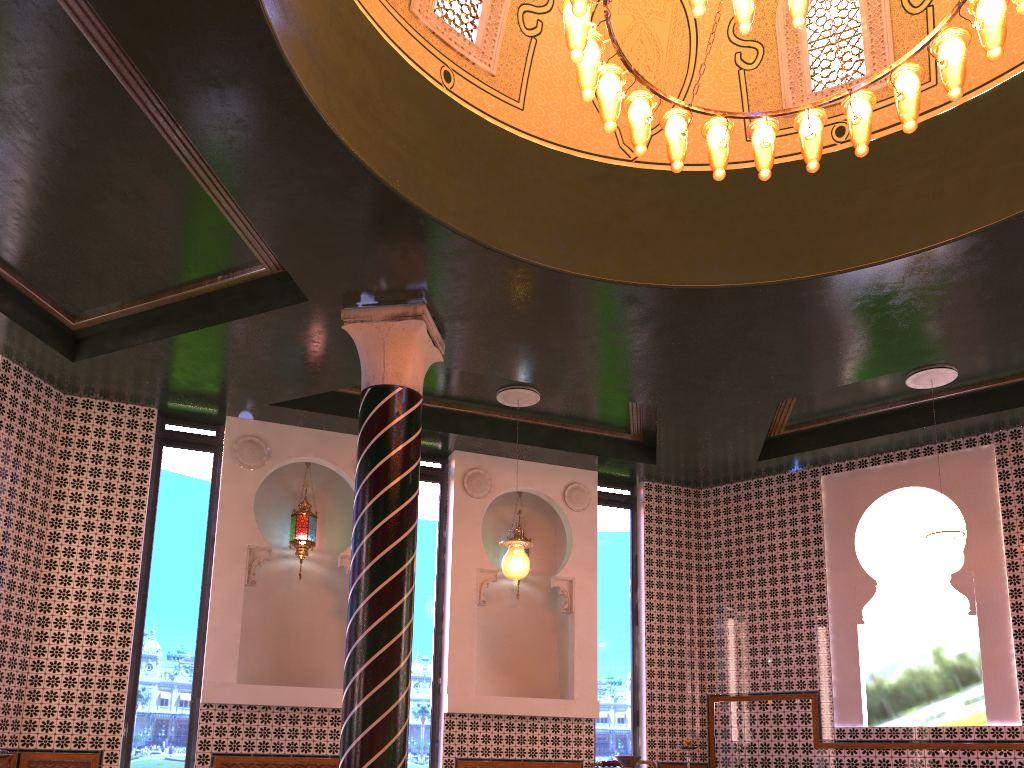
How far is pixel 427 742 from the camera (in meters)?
10.18

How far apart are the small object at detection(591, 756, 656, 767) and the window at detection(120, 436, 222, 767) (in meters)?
7.08

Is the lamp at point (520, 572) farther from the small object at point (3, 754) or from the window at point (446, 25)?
the small object at point (3, 754)

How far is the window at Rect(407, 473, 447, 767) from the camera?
A: 10.18m

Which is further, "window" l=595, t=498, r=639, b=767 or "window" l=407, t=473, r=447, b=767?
"window" l=595, t=498, r=639, b=767

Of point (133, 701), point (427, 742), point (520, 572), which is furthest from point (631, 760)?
point (133, 701)

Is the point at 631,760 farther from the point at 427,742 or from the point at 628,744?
the point at 628,744

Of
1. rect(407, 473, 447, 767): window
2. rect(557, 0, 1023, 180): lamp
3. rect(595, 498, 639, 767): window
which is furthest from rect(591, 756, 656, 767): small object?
rect(595, 498, 639, 767): window

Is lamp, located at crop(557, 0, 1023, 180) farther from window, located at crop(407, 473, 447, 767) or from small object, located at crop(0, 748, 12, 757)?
small object, located at crop(0, 748, 12, 757)

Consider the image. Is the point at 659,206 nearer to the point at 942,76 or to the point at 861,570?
the point at 942,76
